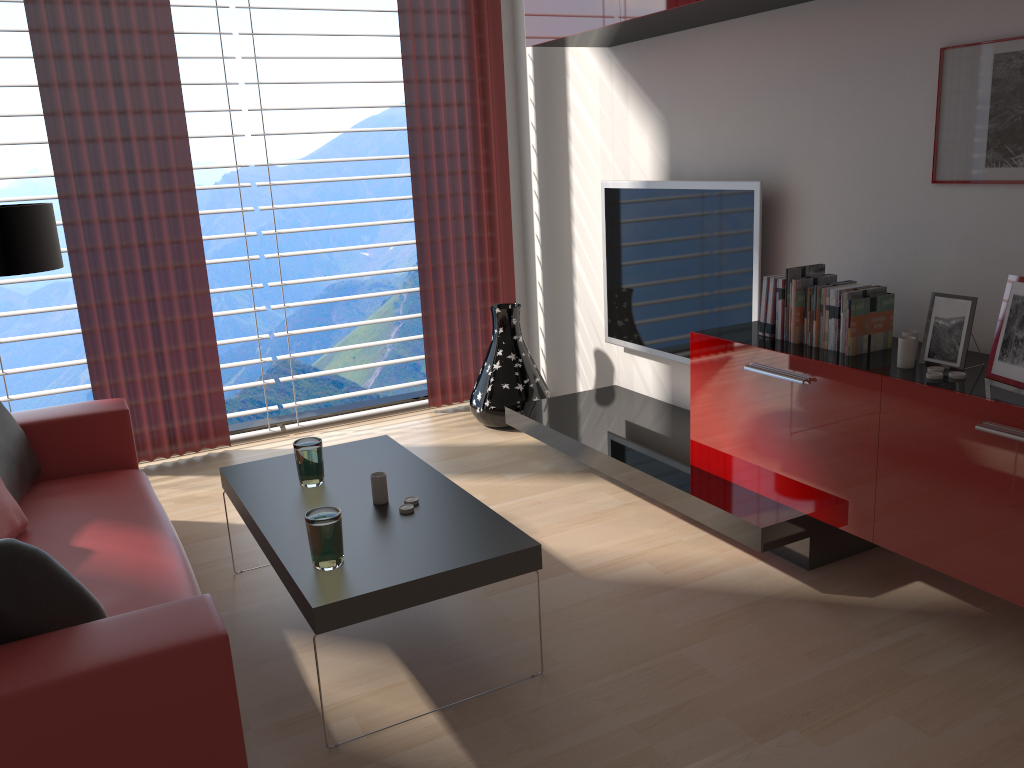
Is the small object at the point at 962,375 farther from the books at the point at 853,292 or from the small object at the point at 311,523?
the small object at the point at 311,523

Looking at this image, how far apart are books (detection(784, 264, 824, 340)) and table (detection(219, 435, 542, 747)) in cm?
193

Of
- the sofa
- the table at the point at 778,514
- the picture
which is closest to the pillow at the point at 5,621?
the sofa

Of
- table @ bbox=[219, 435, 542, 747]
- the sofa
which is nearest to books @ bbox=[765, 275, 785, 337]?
table @ bbox=[219, 435, 542, 747]

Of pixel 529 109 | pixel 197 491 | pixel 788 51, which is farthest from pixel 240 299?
pixel 788 51

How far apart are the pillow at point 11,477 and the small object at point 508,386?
3.1 meters

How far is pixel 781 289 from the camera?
4.48m

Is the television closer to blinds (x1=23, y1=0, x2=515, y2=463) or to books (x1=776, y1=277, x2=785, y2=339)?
books (x1=776, y1=277, x2=785, y2=339)

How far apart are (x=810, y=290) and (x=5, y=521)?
3.9 meters

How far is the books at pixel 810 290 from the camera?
4.35m
